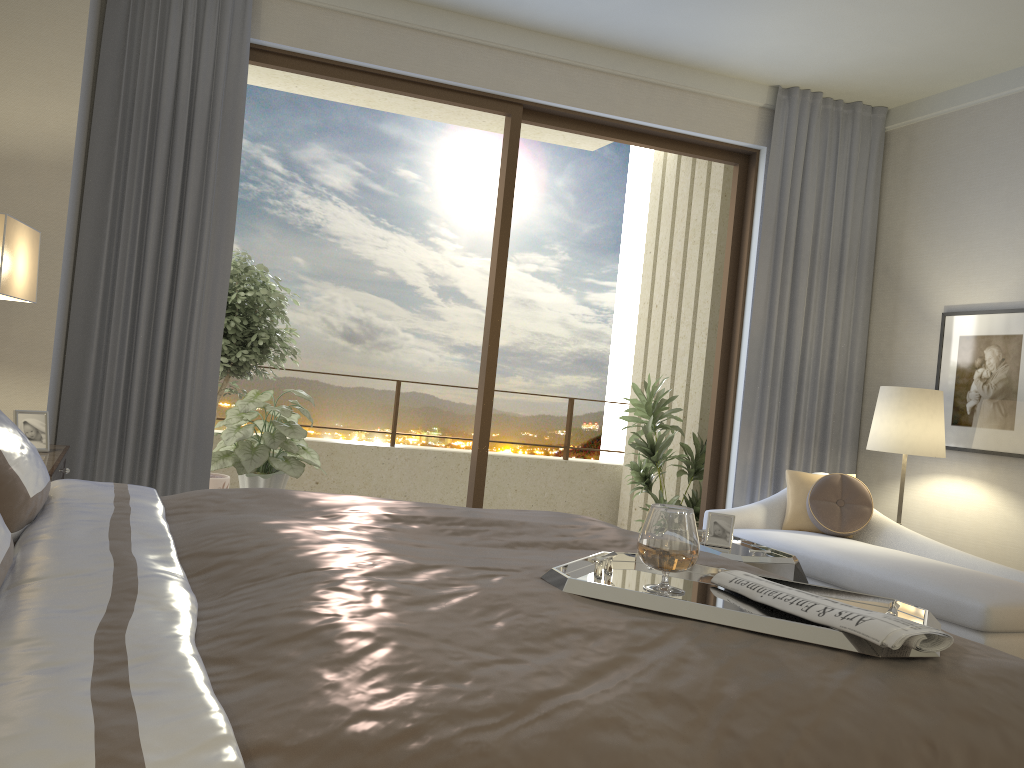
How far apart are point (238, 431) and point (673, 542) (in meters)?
3.97

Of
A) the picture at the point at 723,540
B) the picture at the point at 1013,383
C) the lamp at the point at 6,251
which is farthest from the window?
the lamp at the point at 6,251

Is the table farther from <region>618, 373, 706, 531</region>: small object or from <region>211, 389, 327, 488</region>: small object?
<region>211, 389, 327, 488</region>: small object

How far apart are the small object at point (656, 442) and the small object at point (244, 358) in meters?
2.4

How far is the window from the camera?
4.8m

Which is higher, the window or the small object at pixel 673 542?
the window

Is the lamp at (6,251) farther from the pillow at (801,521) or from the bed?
the pillow at (801,521)

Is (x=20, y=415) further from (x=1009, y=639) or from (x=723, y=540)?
(x=1009, y=639)

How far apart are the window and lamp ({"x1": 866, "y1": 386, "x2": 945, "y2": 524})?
0.95m

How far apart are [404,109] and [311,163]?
1.9 meters
